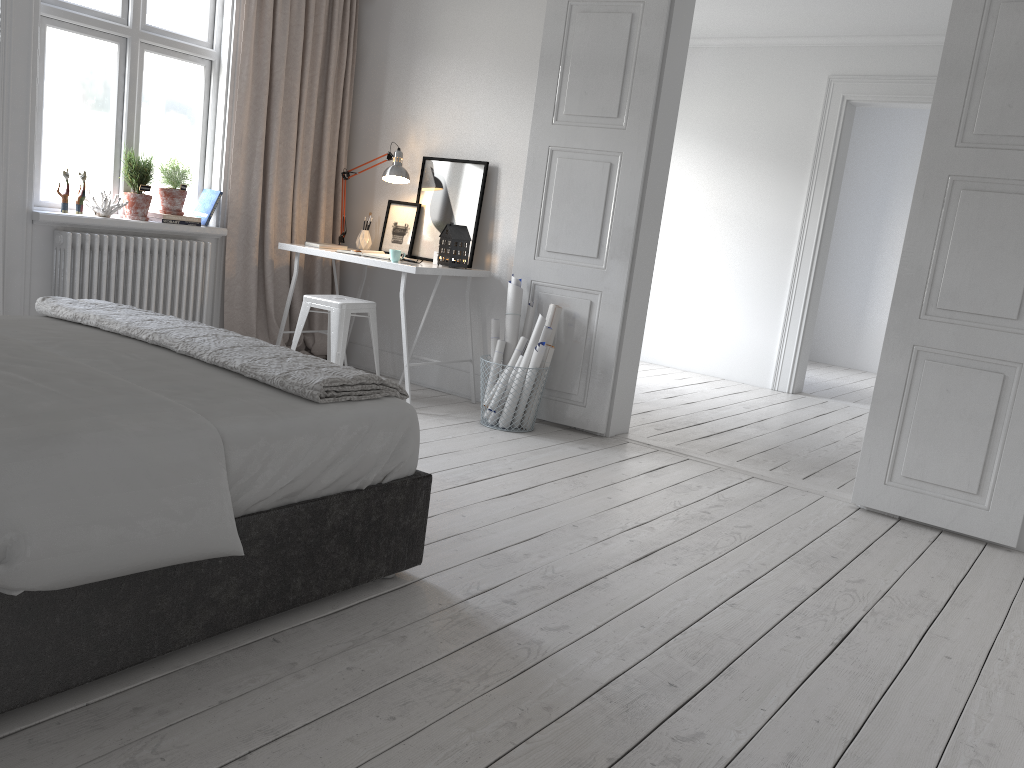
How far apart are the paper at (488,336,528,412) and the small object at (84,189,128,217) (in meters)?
2.19

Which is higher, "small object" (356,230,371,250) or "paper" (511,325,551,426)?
"small object" (356,230,371,250)

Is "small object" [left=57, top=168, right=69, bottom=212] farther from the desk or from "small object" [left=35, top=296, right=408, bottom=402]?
"small object" [left=35, top=296, right=408, bottom=402]

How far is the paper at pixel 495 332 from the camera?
4.78m

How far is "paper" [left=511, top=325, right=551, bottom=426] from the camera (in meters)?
4.64

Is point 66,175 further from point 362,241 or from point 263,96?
point 362,241

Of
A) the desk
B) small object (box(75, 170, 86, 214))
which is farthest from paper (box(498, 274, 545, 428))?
small object (box(75, 170, 86, 214))

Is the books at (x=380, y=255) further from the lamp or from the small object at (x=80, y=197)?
the small object at (x=80, y=197)

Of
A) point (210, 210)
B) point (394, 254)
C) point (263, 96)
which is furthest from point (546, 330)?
point (263, 96)

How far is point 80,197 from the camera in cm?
449
